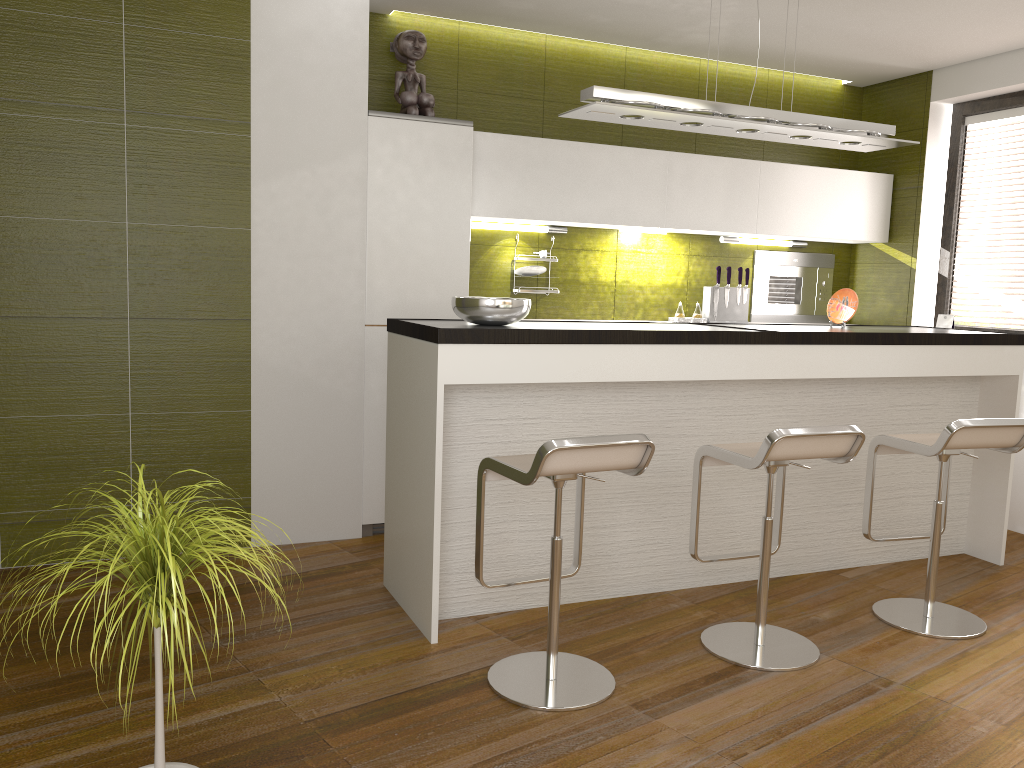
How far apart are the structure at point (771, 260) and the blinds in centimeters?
78cm

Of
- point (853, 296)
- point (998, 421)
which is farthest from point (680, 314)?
point (998, 421)

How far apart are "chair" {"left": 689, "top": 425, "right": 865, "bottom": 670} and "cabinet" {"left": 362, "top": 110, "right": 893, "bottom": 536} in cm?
170

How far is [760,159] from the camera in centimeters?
568cm

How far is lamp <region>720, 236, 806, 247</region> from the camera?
5.5m

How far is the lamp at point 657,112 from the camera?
3.5m

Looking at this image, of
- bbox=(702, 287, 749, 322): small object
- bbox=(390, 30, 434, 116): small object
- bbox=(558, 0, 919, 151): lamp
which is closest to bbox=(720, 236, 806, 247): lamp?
bbox=(702, 287, 749, 322): small object

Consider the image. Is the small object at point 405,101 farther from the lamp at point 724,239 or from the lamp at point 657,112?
the lamp at point 724,239

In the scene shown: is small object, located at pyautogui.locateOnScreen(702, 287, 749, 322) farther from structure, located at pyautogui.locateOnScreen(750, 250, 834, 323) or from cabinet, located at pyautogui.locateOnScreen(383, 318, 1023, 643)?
cabinet, located at pyautogui.locateOnScreen(383, 318, 1023, 643)

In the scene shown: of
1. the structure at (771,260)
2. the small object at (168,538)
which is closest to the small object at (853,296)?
the structure at (771,260)
